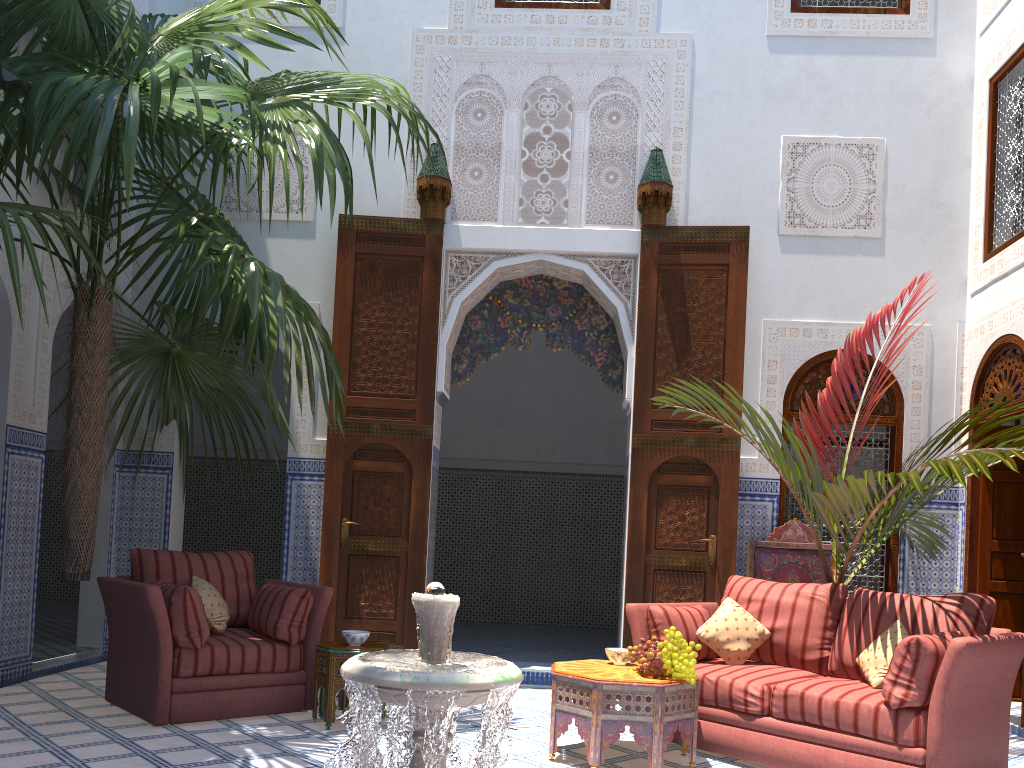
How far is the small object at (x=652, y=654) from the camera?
2.96m

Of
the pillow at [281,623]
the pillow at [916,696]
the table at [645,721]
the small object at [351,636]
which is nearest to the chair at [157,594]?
the pillow at [281,623]

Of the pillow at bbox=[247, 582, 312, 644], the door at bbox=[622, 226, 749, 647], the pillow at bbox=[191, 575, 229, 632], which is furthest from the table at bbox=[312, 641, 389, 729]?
the door at bbox=[622, 226, 749, 647]

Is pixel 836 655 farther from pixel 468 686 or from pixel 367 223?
pixel 367 223

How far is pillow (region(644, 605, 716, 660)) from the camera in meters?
3.4 m

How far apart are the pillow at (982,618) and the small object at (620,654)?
0.8m

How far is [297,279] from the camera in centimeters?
507cm

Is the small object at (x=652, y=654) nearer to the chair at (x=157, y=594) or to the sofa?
the sofa

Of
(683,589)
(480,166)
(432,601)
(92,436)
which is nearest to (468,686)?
(432,601)

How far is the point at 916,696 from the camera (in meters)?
2.67
